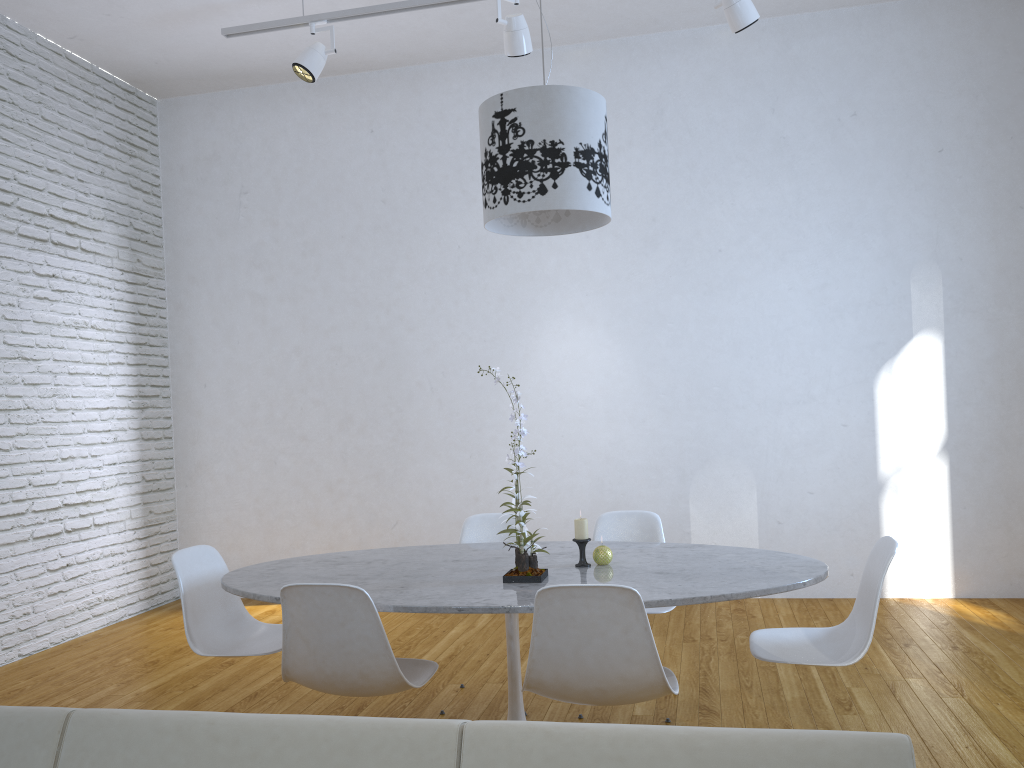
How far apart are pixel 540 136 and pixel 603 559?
1.3 meters

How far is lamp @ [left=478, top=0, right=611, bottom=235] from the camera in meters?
2.6

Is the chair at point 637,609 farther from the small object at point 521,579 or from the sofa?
the sofa

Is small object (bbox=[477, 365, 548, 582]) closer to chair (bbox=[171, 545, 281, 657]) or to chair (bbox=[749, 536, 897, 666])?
chair (bbox=[749, 536, 897, 666])

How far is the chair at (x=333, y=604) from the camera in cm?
229

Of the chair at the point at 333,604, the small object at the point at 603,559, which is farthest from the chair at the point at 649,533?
the chair at the point at 333,604

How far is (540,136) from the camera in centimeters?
260cm

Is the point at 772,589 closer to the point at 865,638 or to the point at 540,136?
the point at 865,638

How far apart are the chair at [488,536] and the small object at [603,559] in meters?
0.9

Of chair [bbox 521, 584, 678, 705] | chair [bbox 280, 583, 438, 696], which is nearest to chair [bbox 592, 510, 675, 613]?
chair [bbox 521, 584, 678, 705]
